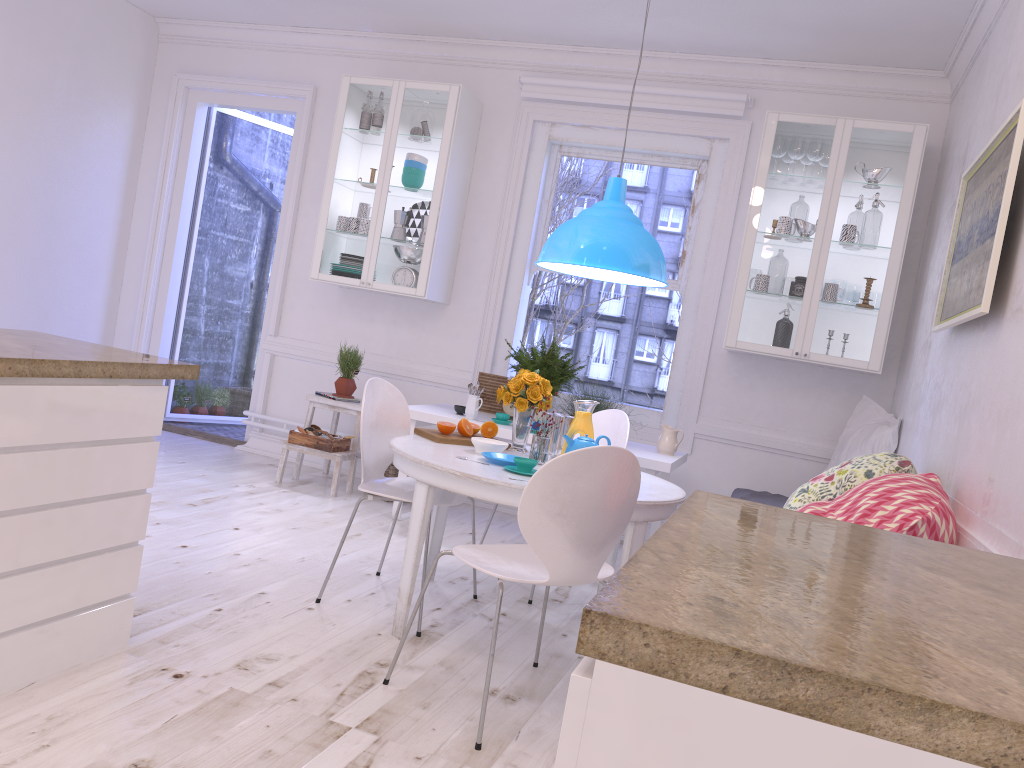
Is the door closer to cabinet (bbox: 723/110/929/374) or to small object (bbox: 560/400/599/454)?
cabinet (bbox: 723/110/929/374)

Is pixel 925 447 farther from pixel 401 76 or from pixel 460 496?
pixel 401 76

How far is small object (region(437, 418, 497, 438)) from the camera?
3.60m

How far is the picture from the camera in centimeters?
259cm

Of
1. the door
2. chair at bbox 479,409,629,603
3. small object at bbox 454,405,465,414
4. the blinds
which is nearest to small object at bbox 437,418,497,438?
chair at bbox 479,409,629,603

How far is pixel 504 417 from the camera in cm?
479

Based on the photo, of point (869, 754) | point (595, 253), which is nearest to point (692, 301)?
point (595, 253)

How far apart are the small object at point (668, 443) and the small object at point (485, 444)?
1.5m

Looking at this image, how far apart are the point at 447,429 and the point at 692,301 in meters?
2.3 m

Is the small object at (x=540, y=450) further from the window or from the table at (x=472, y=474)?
the window
